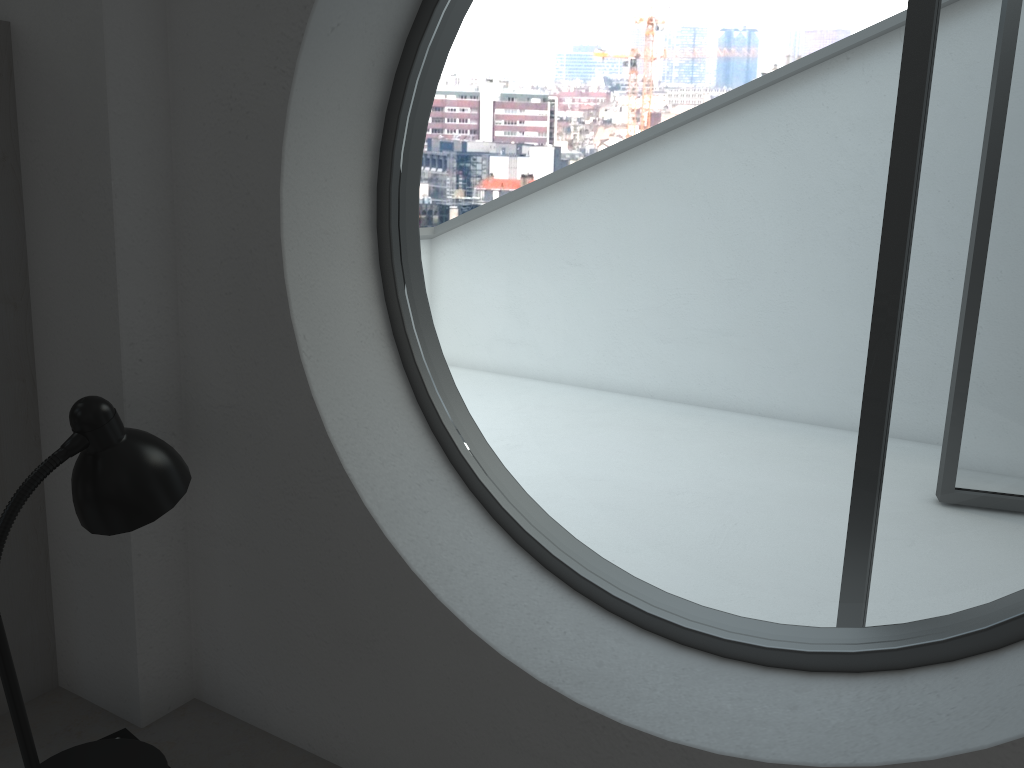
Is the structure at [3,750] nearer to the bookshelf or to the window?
the bookshelf

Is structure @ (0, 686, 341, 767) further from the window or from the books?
the window

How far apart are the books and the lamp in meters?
0.1

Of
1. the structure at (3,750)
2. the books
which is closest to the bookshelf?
the structure at (3,750)

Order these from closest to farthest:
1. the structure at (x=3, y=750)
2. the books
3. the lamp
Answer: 1. the lamp
2. the books
3. the structure at (x=3, y=750)

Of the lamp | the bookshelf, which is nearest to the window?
the lamp

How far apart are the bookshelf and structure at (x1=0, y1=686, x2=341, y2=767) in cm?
1

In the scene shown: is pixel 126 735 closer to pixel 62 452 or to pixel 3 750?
pixel 3 750

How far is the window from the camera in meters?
17.5

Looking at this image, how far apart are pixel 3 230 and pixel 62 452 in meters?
0.6
